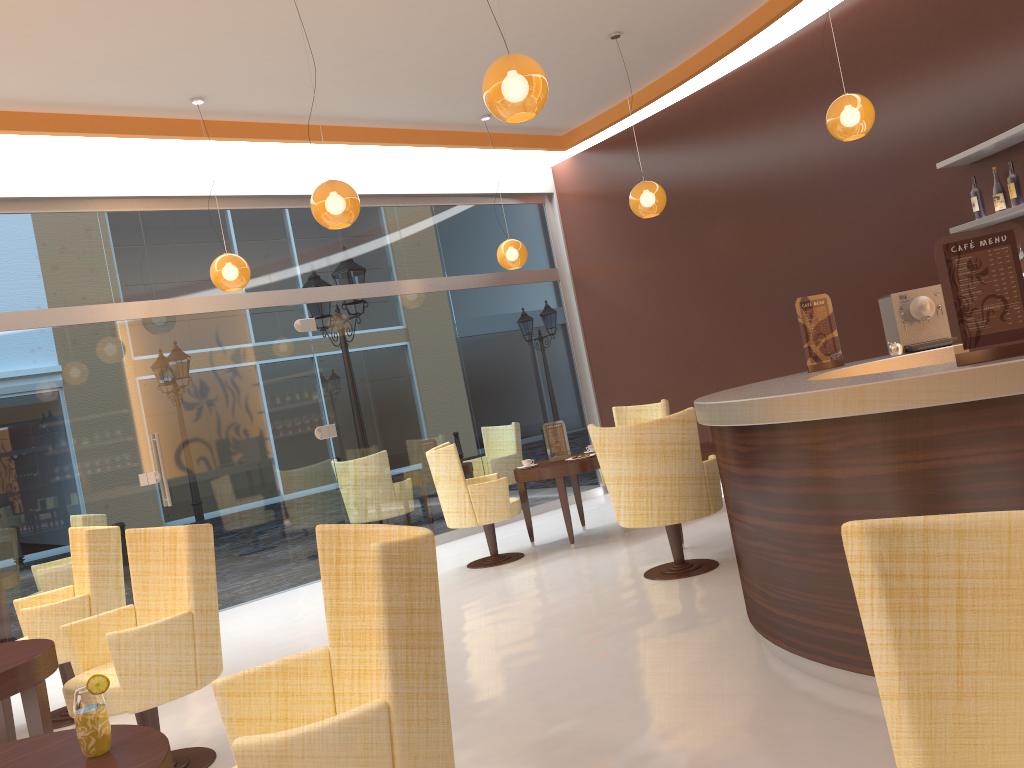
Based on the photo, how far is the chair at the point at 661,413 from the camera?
8.0 meters

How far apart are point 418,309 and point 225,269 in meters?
2.6 m

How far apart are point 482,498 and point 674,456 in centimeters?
207cm

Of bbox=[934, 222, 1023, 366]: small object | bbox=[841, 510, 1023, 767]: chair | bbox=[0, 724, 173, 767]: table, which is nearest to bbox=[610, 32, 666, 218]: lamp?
bbox=[934, 222, 1023, 366]: small object

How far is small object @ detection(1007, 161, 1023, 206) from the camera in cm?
547

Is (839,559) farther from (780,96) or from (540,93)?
(780,96)

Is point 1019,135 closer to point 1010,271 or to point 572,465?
point 1010,271

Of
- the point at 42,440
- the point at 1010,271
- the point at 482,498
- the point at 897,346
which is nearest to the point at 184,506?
the point at 42,440

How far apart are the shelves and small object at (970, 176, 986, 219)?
0.1m

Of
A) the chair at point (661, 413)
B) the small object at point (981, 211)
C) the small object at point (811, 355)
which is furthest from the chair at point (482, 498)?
the small object at point (981, 211)
